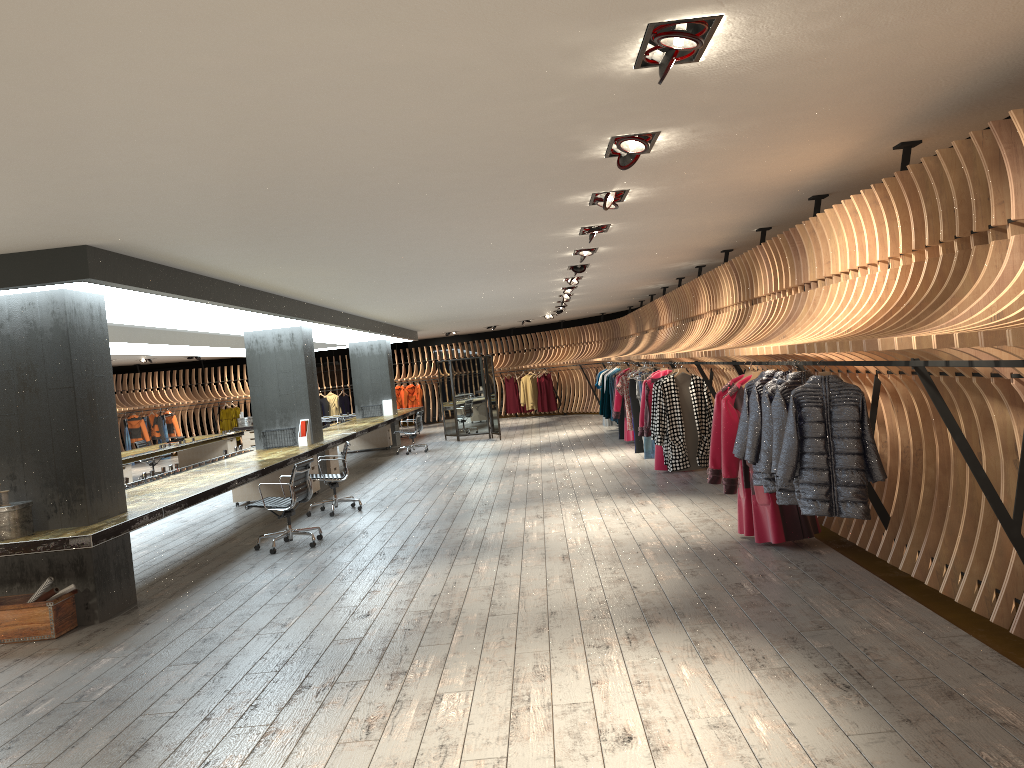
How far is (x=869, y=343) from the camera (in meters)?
4.16

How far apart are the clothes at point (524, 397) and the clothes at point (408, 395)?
4.0m

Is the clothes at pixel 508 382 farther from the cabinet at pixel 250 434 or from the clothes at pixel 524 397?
the cabinet at pixel 250 434

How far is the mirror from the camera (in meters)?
20.15

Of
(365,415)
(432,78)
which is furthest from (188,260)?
(365,415)

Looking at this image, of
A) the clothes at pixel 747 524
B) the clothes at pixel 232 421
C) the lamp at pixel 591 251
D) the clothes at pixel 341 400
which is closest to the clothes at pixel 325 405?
the clothes at pixel 341 400

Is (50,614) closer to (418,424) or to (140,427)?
(418,424)

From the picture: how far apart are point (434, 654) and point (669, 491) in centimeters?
543cm

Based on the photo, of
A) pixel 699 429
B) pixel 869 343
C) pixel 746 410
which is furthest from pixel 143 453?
pixel 869 343

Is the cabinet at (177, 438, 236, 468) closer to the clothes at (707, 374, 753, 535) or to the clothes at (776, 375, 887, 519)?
the clothes at (707, 374, 753, 535)
